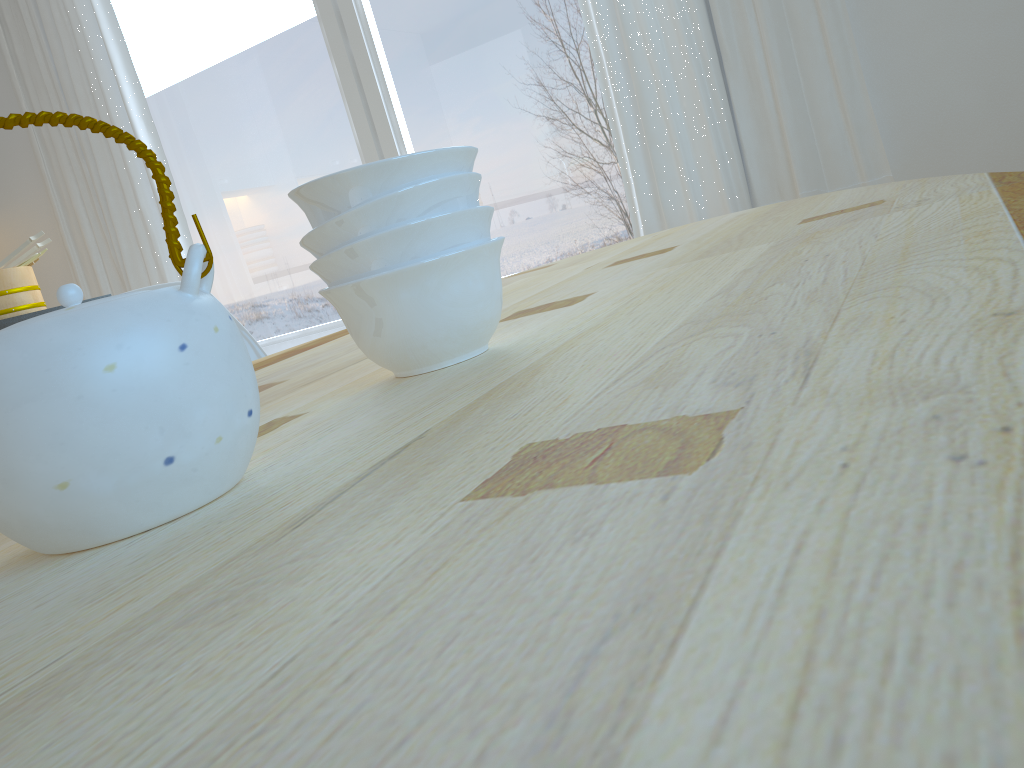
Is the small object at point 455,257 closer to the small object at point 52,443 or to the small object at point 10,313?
the small object at point 52,443

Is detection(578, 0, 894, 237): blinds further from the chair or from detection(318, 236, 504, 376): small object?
detection(318, 236, 504, 376): small object

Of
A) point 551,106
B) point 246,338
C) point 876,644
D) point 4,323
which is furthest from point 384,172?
point 551,106

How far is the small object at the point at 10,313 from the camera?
2.39m

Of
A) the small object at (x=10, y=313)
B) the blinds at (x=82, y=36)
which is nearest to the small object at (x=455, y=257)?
the small object at (x=10, y=313)

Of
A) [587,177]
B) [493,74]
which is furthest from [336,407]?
[493,74]

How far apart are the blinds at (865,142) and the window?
0.1 meters

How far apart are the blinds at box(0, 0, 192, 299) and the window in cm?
11

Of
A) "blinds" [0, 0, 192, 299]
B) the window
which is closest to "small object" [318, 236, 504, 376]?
the window

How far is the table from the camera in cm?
16
